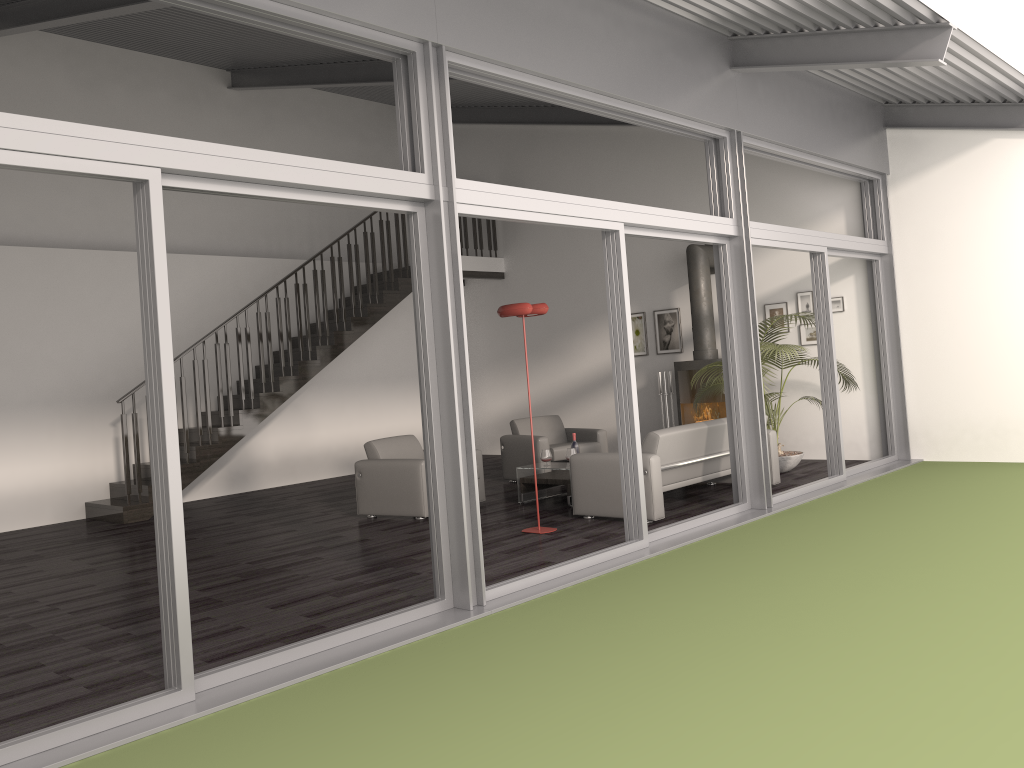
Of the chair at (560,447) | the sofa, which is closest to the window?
the sofa

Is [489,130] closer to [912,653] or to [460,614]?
[460,614]

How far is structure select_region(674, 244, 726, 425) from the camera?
10.39m

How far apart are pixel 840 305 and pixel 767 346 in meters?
2.0

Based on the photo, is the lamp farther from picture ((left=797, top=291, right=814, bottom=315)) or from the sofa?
picture ((left=797, top=291, right=814, bottom=315))

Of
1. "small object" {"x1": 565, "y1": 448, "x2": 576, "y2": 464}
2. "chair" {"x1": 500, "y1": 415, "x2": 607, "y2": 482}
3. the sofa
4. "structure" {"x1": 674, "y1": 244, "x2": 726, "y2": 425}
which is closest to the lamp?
the sofa

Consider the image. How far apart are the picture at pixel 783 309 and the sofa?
2.5 meters

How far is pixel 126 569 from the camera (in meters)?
6.71

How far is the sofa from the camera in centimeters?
695cm

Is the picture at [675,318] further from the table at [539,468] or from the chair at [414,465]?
the chair at [414,465]
